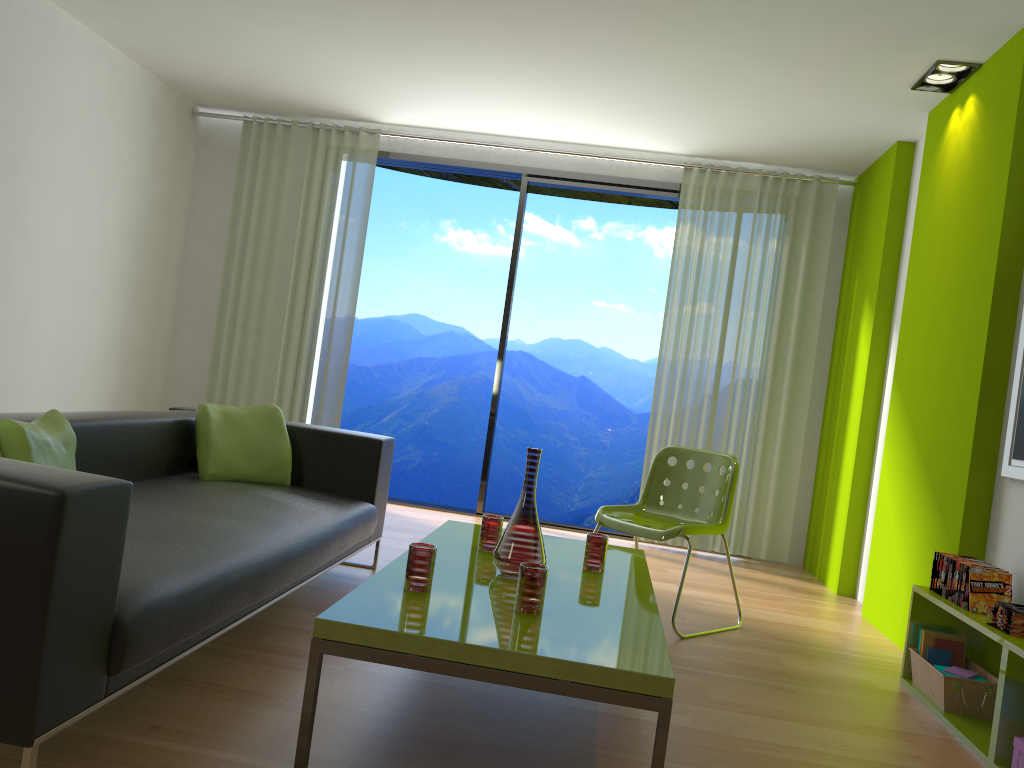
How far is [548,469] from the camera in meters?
12.4 m

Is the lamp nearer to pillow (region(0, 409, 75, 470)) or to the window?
the window

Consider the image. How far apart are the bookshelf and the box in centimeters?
9cm

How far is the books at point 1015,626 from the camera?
2.70m

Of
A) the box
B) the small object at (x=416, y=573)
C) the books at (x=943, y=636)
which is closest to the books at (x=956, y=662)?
the books at (x=943, y=636)

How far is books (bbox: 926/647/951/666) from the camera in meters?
3.3 m

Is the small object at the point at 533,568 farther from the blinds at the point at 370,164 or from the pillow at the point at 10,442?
the blinds at the point at 370,164

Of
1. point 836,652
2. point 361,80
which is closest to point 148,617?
point 836,652

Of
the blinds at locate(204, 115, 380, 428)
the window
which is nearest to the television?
the window

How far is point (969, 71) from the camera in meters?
4.1
